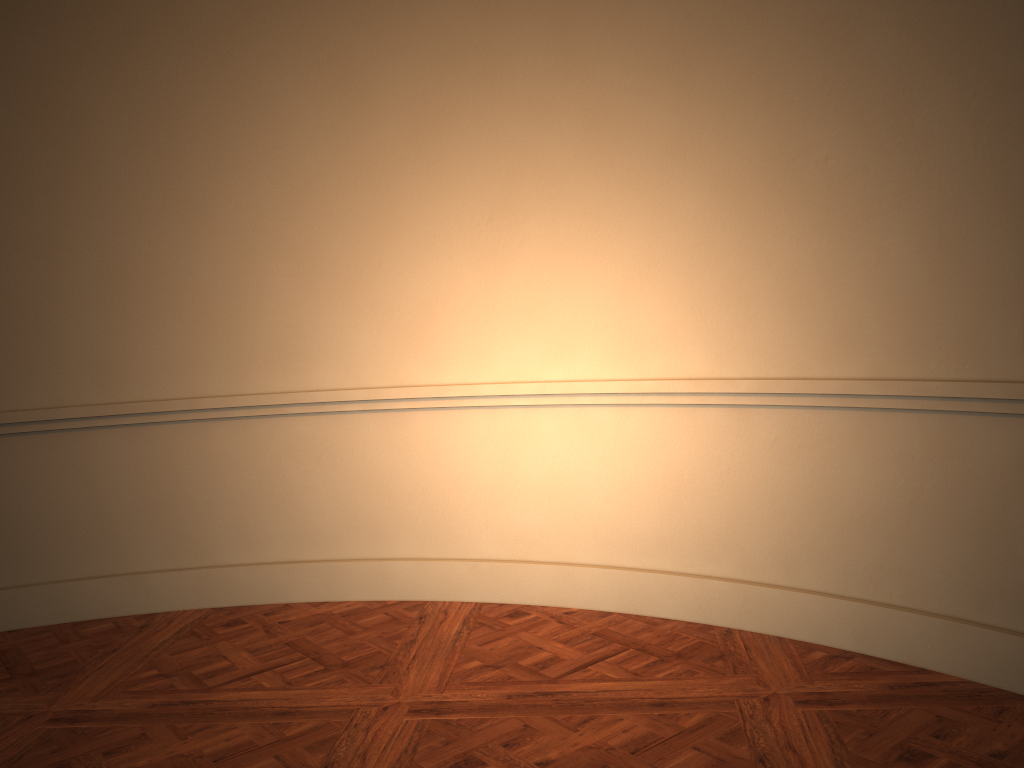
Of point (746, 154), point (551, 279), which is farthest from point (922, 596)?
point (551, 279)
